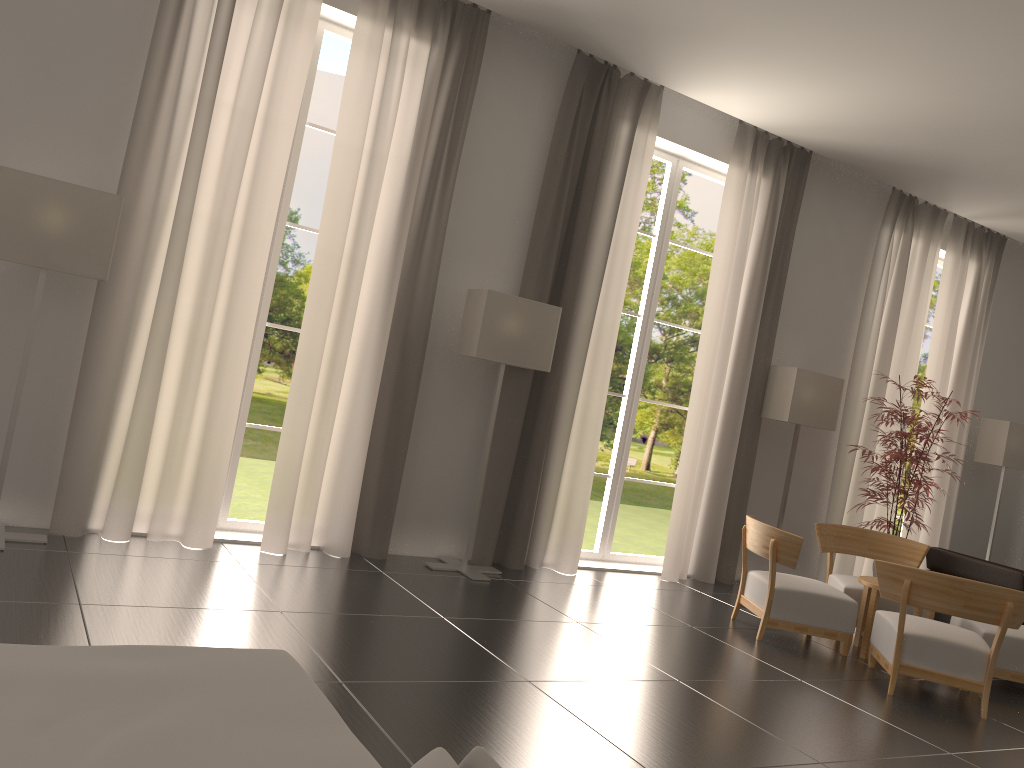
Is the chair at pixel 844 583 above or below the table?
above

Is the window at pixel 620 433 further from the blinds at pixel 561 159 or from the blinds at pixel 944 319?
the blinds at pixel 944 319

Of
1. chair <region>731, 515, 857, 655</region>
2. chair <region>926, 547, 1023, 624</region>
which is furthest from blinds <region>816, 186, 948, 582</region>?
chair <region>731, 515, 857, 655</region>

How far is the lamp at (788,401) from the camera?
12.3m

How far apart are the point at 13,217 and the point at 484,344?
4.7m

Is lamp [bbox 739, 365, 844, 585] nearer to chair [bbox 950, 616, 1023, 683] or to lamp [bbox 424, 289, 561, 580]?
chair [bbox 950, 616, 1023, 683]

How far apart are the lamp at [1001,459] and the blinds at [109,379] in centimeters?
1250cm

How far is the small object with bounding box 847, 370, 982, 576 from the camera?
11.8m

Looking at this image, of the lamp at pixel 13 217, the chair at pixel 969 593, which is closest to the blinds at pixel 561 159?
the chair at pixel 969 593

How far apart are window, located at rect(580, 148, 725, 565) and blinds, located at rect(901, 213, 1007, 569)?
4.6 meters
